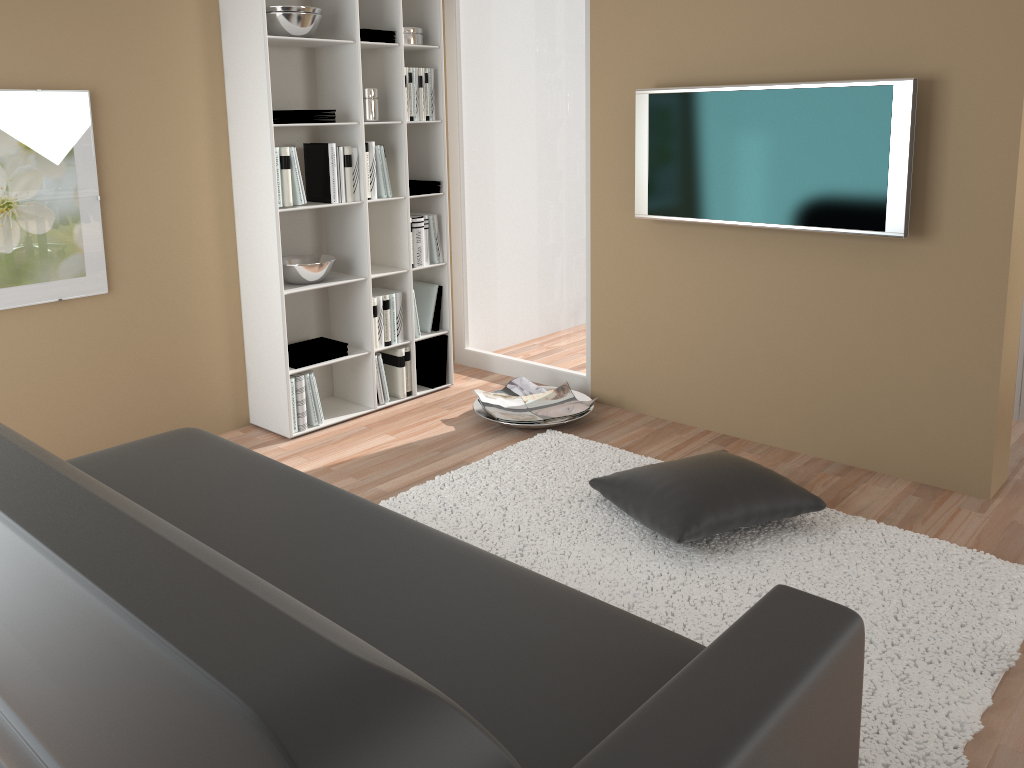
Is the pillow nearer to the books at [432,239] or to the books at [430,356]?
the books at [430,356]

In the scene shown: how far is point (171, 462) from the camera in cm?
255

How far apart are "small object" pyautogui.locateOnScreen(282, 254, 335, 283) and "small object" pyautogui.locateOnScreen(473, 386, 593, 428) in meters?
0.9

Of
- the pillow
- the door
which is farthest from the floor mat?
the door

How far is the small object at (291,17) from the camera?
3.7m

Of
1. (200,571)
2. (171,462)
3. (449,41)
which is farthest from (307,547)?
(449,41)

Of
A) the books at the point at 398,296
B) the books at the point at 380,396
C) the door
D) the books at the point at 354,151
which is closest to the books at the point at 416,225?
the books at the point at 398,296

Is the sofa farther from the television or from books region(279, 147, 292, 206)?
the television

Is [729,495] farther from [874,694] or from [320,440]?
[320,440]

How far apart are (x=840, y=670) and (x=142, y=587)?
1.04m
